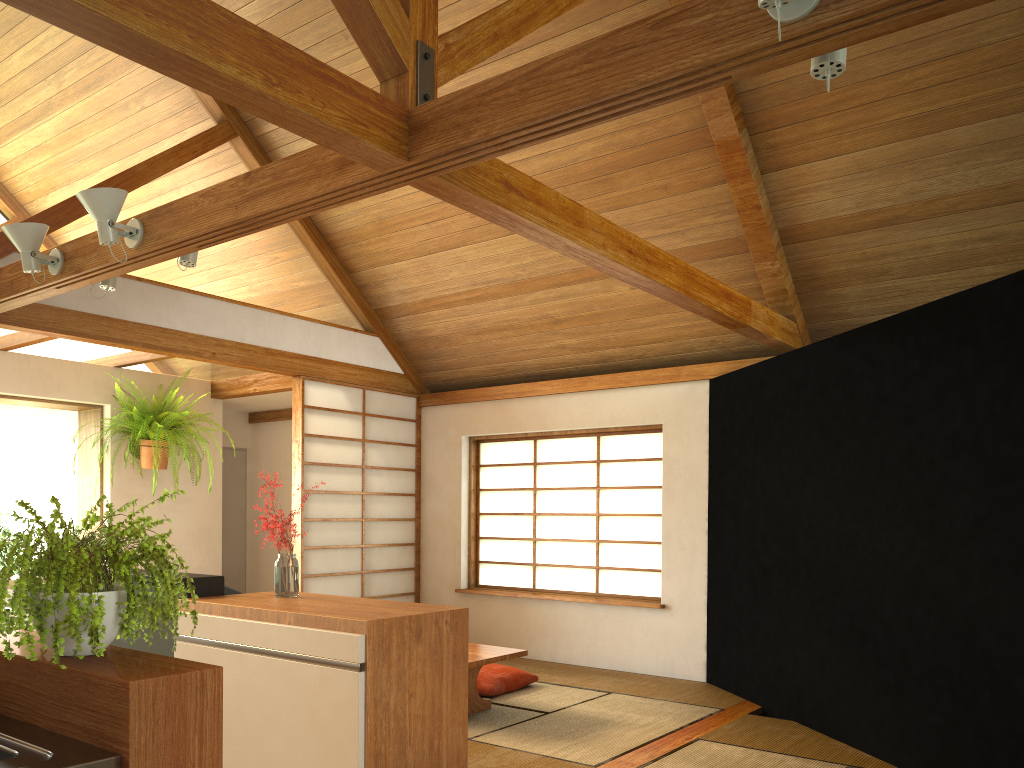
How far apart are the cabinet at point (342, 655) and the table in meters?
1.2

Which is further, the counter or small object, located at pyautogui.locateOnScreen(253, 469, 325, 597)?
small object, located at pyautogui.locateOnScreen(253, 469, 325, 597)

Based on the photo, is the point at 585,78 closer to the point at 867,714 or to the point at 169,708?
the point at 169,708

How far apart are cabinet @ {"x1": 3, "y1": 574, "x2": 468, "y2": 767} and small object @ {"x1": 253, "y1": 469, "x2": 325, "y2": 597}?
0.03m

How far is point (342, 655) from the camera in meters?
2.7

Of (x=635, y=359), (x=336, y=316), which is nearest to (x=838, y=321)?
(x=635, y=359)

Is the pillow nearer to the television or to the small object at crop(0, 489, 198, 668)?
the television

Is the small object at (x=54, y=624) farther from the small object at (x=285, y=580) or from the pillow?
the pillow

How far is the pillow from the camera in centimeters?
511cm

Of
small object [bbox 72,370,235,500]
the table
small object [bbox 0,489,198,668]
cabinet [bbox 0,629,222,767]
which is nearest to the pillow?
the table
